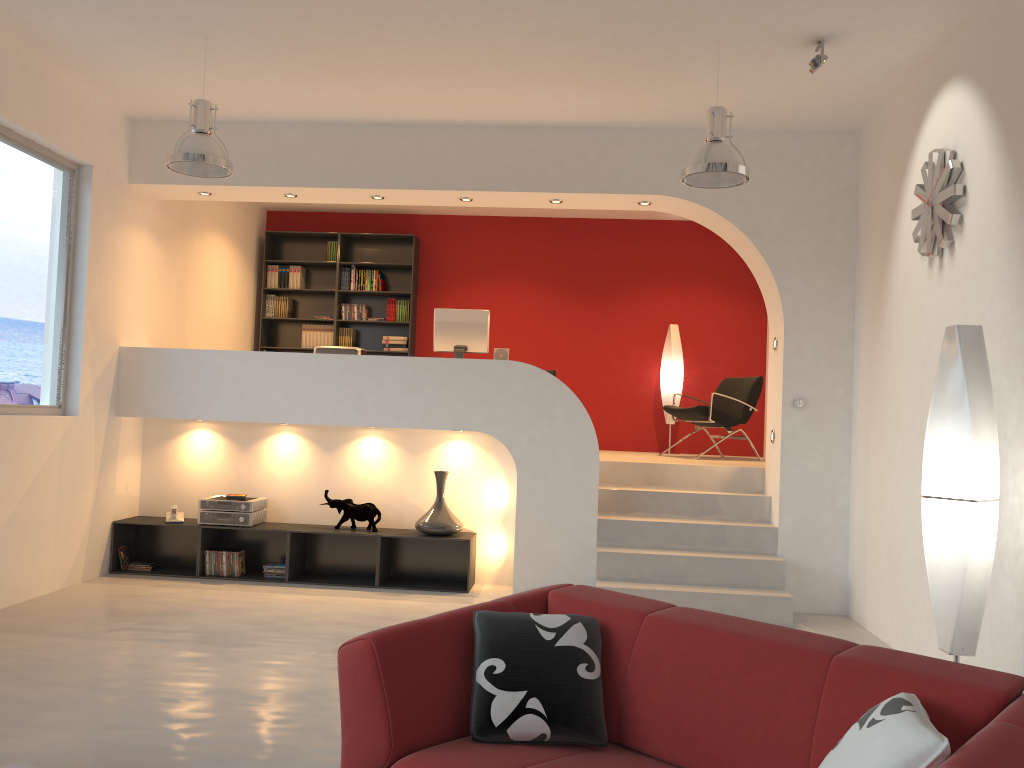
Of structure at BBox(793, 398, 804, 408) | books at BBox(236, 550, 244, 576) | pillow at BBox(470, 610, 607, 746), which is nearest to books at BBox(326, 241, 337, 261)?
books at BBox(236, 550, 244, 576)

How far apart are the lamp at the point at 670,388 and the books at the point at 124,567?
5.3 meters

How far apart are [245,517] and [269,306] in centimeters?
345cm

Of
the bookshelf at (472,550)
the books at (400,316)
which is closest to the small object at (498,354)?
the bookshelf at (472,550)

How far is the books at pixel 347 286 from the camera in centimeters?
955cm

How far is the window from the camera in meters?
5.7

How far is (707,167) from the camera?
4.9 meters

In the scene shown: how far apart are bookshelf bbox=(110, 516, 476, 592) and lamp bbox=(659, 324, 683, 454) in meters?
3.1 m

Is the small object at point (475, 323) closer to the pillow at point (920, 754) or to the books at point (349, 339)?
the books at point (349, 339)

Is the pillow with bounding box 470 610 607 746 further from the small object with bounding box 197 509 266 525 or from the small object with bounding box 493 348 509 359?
the small object with bounding box 493 348 509 359
